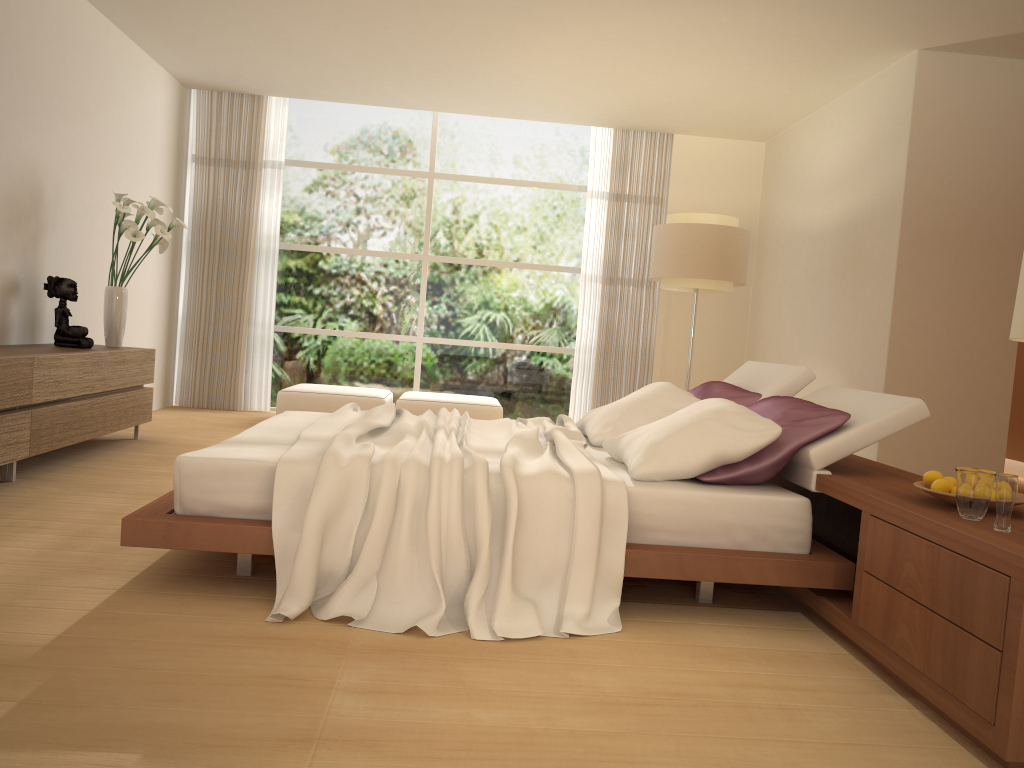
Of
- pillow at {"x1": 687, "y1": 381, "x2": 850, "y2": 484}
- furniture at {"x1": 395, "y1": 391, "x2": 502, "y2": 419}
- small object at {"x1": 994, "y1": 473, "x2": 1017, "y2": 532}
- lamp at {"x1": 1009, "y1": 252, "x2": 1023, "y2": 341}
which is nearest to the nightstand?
small object at {"x1": 994, "y1": 473, "x2": 1017, "y2": 532}

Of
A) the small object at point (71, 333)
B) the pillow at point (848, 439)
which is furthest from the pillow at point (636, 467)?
the small object at point (71, 333)

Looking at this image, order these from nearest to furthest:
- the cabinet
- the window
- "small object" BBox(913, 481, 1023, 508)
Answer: "small object" BBox(913, 481, 1023, 508)
the cabinet
the window

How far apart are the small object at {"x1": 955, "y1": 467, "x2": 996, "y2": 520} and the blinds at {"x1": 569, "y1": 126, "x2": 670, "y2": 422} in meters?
6.4

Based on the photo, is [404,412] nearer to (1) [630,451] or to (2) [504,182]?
(1) [630,451]

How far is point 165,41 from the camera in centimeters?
709cm

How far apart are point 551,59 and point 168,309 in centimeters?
437cm

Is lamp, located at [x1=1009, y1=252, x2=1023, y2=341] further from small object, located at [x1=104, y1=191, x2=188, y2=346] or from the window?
the window

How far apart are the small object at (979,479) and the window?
6.7 meters

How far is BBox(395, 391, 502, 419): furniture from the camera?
7.8m
